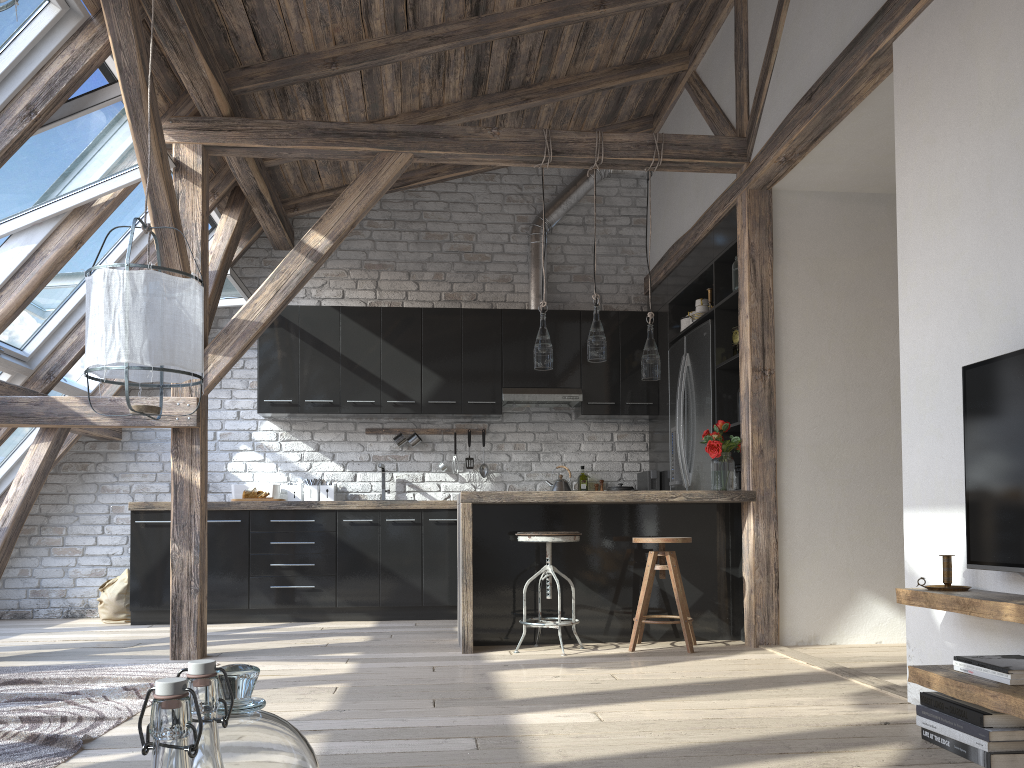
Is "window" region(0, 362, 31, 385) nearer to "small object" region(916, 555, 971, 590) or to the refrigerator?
the refrigerator

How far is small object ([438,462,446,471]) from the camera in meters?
6.7

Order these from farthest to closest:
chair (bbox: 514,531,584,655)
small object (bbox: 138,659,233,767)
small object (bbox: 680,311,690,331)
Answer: small object (bbox: 680,311,690,331)
chair (bbox: 514,531,584,655)
small object (bbox: 138,659,233,767)

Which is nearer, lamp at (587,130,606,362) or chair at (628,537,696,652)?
chair at (628,537,696,652)

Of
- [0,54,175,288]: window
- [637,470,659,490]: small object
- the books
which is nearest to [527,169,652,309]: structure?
[637,470,659,490]: small object

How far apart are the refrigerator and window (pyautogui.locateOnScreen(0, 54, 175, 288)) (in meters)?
3.41

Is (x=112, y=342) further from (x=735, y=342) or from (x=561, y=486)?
(x=561, y=486)

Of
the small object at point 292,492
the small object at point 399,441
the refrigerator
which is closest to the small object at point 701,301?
the refrigerator

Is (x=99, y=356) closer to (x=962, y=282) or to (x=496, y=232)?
(x=962, y=282)

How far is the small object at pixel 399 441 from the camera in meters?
6.7
